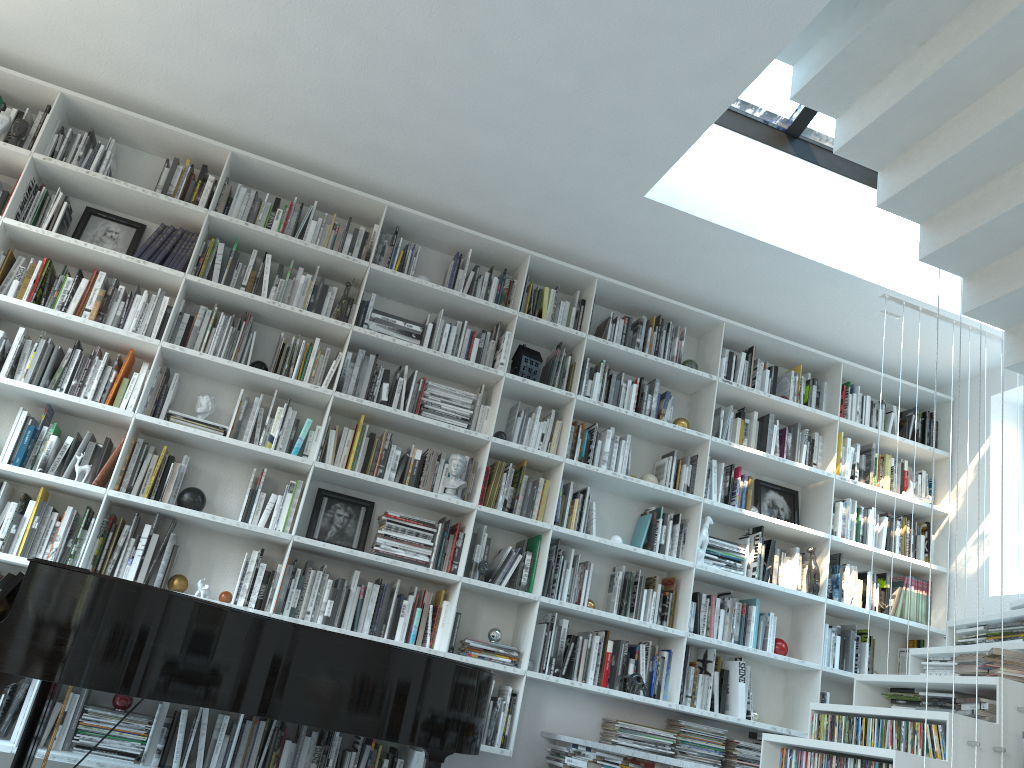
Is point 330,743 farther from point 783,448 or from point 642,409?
point 783,448

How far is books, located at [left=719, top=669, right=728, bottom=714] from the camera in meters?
4.7 m

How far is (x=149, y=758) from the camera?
3.8m

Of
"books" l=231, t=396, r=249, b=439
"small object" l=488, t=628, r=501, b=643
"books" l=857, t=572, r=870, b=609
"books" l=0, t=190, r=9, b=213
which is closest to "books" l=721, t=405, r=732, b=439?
"books" l=857, t=572, r=870, b=609

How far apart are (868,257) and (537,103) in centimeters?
211cm

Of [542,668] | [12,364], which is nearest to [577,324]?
[542,668]

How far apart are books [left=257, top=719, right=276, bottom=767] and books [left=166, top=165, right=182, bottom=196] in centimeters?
267cm

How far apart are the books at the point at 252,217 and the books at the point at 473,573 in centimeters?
208cm

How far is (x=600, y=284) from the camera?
5.2m

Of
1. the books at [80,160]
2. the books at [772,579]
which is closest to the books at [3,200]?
the books at [80,160]
